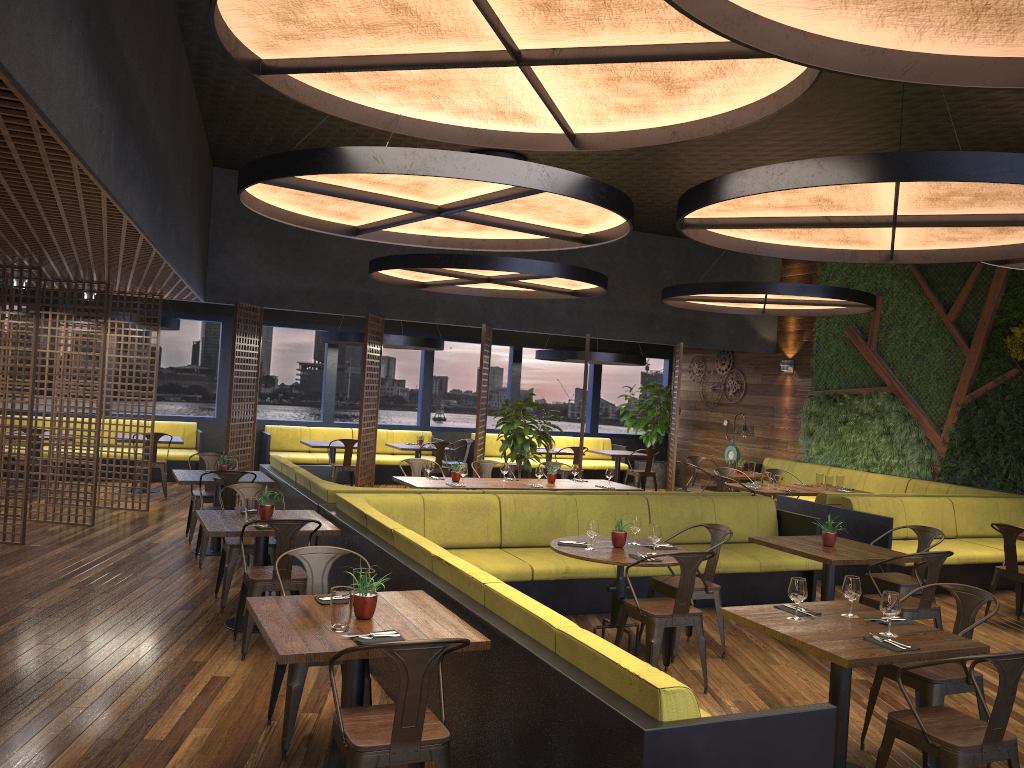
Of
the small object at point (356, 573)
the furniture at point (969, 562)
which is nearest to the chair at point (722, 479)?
the furniture at point (969, 562)

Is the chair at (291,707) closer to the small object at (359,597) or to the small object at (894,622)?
the small object at (359,597)

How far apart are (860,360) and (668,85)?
10.6m

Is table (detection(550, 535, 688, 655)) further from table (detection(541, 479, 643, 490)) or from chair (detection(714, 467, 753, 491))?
chair (detection(714, 467, 753, 491))

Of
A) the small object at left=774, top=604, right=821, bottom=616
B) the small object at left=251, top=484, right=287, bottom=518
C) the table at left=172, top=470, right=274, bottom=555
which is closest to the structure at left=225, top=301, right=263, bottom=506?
the table at left=172, top=470, right=274, bottom=555

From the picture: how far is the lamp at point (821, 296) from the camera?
10.63m

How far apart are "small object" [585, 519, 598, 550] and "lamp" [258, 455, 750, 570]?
2.2m

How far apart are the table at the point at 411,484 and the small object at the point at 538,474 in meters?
0.7 m

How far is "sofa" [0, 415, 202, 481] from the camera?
13.77m

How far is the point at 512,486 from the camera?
9.6 meters
